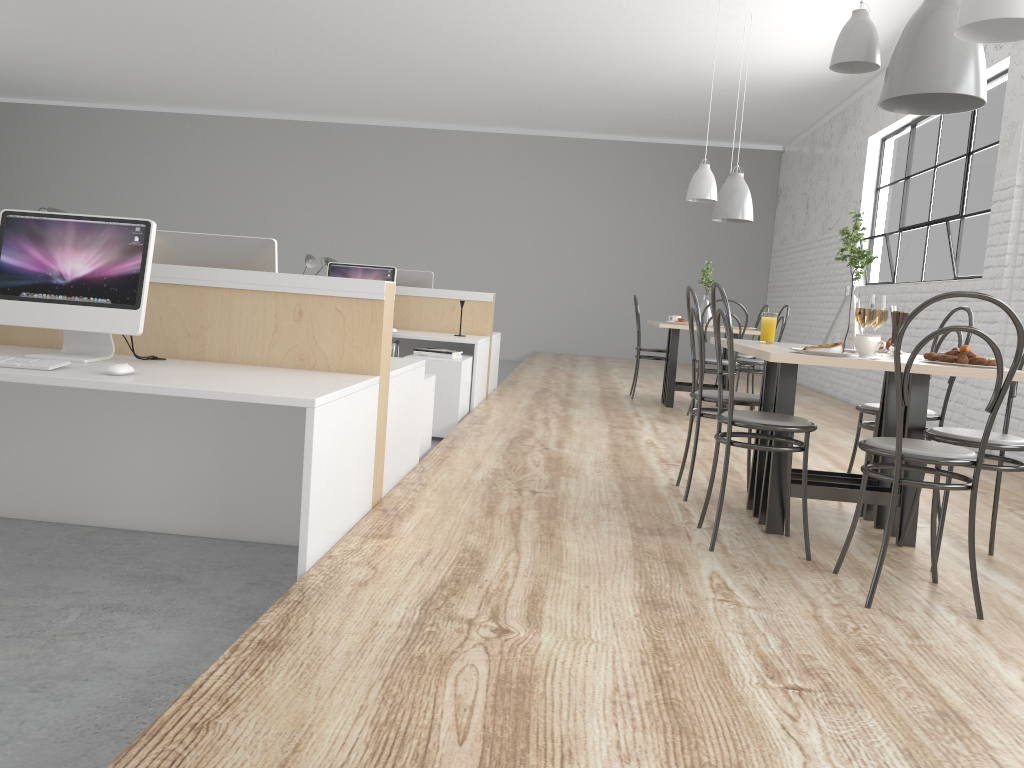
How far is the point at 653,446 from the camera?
3.96m

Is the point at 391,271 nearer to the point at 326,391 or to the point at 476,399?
the point at 476,399

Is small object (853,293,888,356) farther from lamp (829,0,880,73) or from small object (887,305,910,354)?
lamp (829,0,880,73)

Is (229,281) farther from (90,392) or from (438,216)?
(438,216)

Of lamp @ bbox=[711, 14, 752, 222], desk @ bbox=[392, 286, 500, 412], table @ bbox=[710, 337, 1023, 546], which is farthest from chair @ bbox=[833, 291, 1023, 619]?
lamp @ bbox=[711, 14, 752, 222]

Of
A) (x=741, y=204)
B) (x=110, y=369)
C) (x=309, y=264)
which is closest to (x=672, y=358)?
(x=741, y=204)

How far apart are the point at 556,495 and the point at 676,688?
1.4m

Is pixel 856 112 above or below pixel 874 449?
above

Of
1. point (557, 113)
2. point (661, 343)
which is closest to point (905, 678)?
point (557, 113)

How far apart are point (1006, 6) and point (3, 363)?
2.3m
